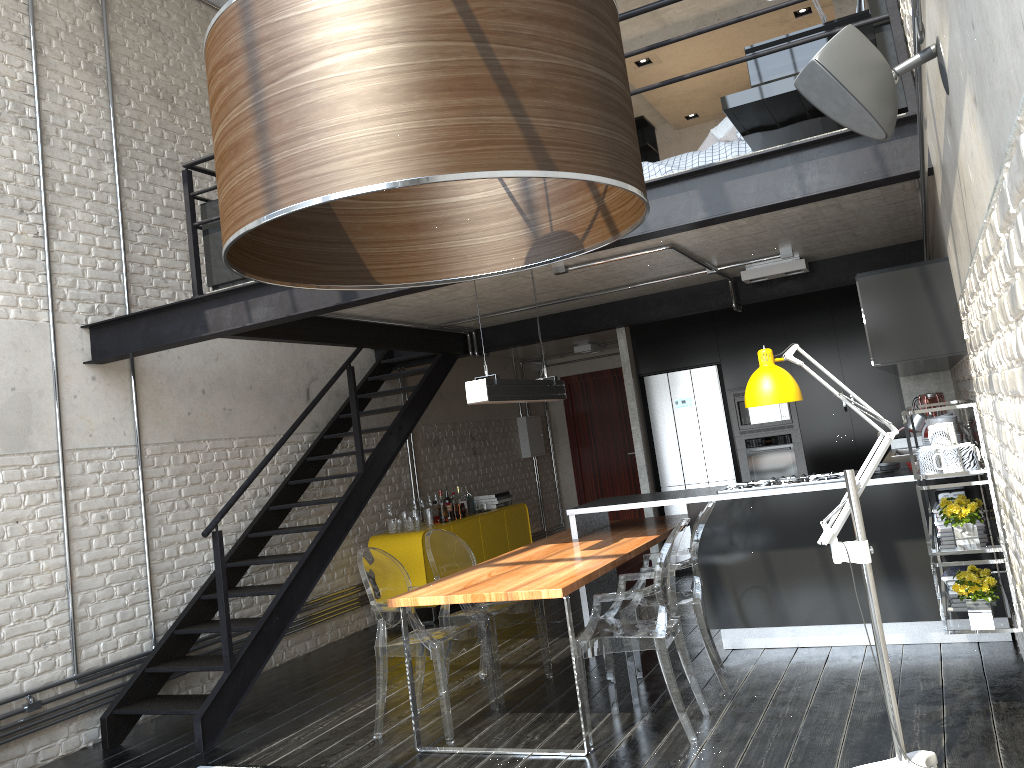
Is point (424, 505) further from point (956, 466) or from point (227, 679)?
point (956, 466)

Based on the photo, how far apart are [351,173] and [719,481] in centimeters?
775cm

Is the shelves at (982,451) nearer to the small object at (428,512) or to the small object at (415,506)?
the small object at (428,512)

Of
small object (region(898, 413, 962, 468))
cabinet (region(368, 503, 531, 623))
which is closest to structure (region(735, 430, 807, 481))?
cabinet (region(368, 503, 531, 623))

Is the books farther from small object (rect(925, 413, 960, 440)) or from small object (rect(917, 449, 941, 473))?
small object (rect(917, 449, 941, 473))

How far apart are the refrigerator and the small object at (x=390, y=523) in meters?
2.6

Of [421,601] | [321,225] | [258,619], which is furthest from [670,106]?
[321,225]

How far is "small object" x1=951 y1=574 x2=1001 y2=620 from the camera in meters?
3.8

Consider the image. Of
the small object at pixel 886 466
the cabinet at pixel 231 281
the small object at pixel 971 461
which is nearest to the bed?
the small object at pixel 971 461

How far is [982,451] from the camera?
3.67m
